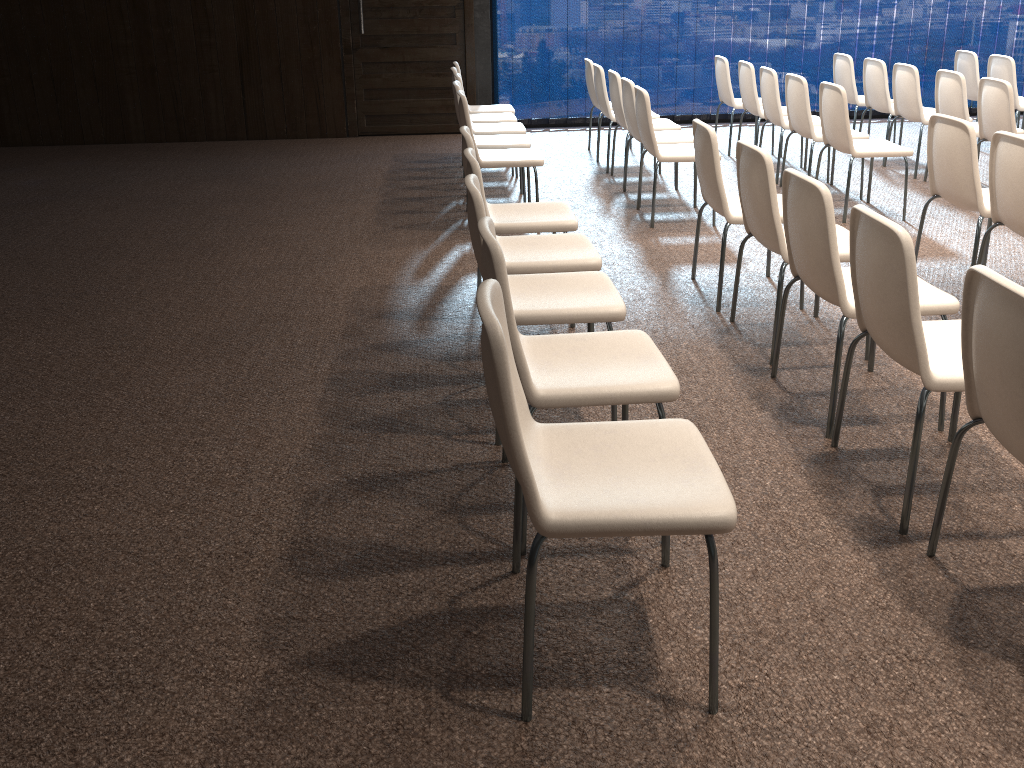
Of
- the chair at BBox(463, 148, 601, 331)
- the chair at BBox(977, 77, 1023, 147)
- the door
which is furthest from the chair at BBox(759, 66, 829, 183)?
the chair at BBox(463, 148, 601, 331)

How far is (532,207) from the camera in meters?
4.4

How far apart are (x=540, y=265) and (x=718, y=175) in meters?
1.1

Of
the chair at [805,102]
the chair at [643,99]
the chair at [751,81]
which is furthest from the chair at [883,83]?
the chair at [643,99]

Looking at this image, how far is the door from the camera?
8.9 meters

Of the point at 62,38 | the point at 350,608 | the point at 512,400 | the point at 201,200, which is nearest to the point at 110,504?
the point at 350,608

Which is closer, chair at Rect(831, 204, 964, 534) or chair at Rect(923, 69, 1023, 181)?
chair at Rect(831, 204, 964, 534)

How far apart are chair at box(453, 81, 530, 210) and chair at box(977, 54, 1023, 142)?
4.3m

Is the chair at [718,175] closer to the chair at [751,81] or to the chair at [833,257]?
the chair at [833,257]

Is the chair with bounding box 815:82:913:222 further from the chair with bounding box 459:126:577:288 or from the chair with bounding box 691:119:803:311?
the chair with bounding box 459:126:577:288
